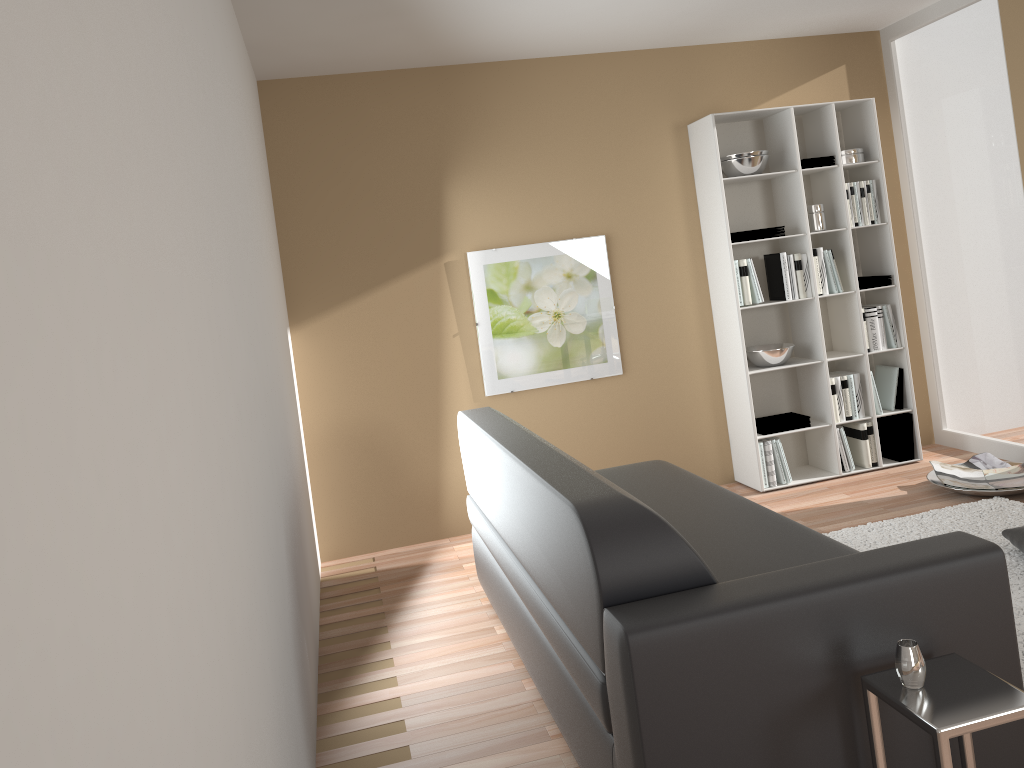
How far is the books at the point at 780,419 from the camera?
5.1 meters

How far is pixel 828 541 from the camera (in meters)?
2.72

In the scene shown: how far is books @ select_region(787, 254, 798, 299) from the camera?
5.0 meters

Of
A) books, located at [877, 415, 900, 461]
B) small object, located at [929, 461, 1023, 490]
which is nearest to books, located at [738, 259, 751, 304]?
books, located at [877, 415, 900, 461]

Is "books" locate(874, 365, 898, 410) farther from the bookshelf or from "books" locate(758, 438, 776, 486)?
"books" locate(758, 438, 776, 486)

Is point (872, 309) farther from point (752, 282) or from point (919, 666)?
point (919, 666)

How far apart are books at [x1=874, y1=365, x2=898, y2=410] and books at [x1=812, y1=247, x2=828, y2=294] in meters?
0.7 m

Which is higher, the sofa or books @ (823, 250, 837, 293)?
books @ (823, 250, 837, 293)

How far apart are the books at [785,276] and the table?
3.31m

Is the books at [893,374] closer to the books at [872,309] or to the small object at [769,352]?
the books at [872,309]
